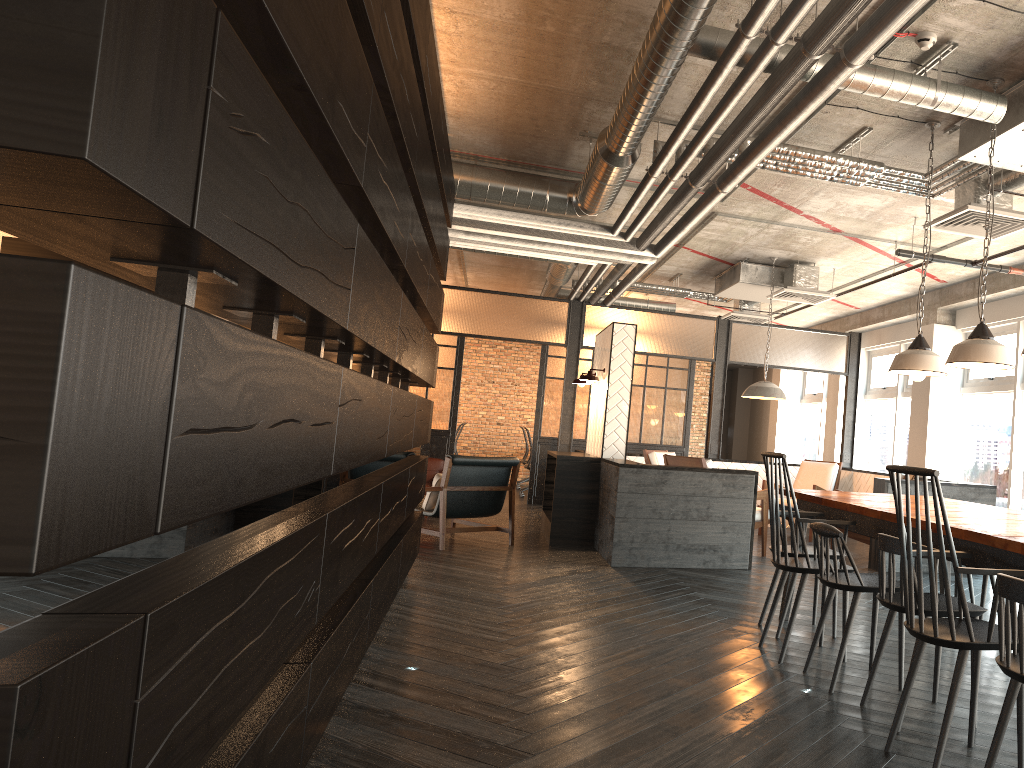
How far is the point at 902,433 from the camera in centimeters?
1085cm

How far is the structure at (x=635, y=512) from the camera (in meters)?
6.74

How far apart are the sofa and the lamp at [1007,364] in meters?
6.8 m

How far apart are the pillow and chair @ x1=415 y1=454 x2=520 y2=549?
0.07m

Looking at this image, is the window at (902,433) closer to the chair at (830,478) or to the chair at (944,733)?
the chair at (830,478)

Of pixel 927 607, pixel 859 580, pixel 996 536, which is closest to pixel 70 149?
pixel 996 536

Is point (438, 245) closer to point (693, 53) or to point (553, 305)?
point (693, 53)

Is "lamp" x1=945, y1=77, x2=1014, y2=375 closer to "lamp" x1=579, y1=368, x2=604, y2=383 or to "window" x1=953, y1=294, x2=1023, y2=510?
"lamp" x1=579, y1=368, x2=604, y2=383

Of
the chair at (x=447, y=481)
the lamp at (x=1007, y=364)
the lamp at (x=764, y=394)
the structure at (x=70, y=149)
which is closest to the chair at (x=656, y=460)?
the lamp at (x=764, y=394)

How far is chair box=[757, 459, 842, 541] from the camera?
9.4m
